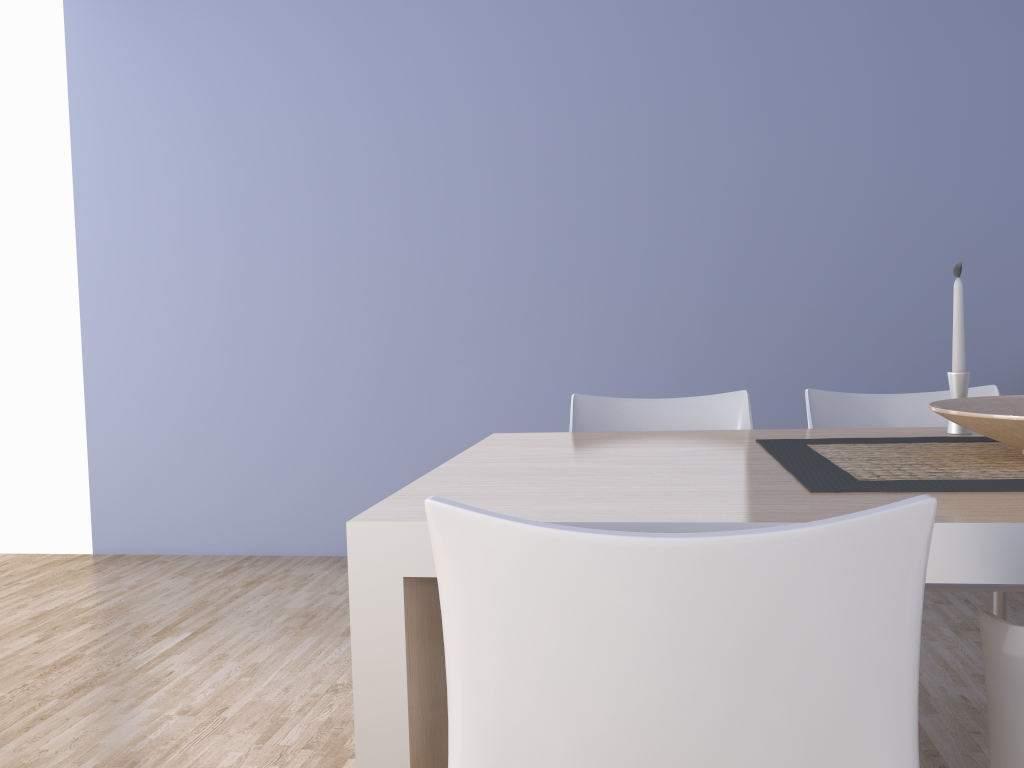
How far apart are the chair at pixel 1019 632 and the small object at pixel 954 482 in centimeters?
16cm

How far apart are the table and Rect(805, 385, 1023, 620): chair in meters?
0.2 m

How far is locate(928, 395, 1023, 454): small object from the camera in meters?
1.3

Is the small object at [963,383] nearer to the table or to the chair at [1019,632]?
the table

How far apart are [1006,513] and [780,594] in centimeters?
45cm

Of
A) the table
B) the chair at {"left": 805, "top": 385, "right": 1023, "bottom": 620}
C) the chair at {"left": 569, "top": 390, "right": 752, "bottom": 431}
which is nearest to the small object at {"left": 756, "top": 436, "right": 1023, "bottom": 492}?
the table

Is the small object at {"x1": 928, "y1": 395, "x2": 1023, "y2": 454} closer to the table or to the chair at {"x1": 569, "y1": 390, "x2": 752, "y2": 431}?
the table

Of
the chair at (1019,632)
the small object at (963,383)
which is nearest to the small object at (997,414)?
the small object at (963,383)

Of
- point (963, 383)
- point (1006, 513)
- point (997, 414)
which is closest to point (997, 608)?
point (963, 383)

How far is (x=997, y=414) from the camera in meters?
1.3
